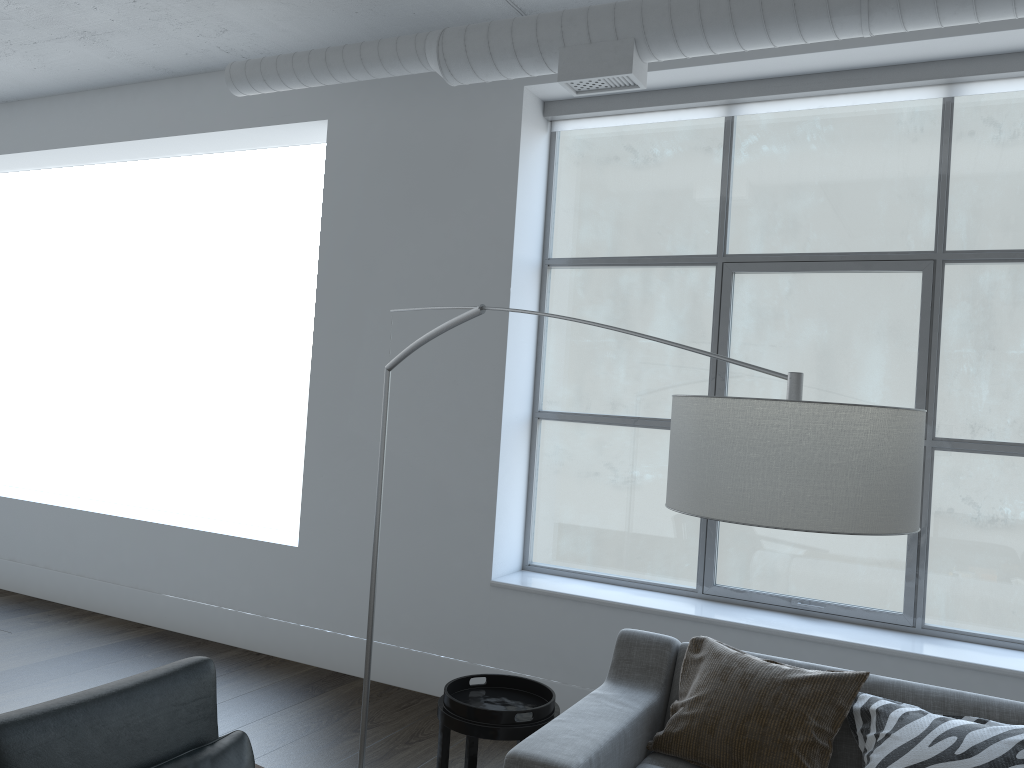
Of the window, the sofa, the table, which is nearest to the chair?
the table

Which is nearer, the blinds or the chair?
the chair

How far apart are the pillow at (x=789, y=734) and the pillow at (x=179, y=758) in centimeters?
118cm

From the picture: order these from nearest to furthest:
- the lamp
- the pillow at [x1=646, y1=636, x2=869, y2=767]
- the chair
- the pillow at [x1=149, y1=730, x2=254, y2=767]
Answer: the lamp, the chair, the pillow at [x1=149, y1=730, x2=254, y2=767], the pillow at [x1=646, y1=636, x2=869, y2=767]

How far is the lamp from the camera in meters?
1.4 m

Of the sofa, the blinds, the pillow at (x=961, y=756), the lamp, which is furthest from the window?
the lamp

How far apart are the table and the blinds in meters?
2.7 m

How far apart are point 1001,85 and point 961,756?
2.6m

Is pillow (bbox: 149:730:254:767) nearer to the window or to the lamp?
the lamp

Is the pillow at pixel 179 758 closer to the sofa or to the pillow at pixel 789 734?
the sofa
